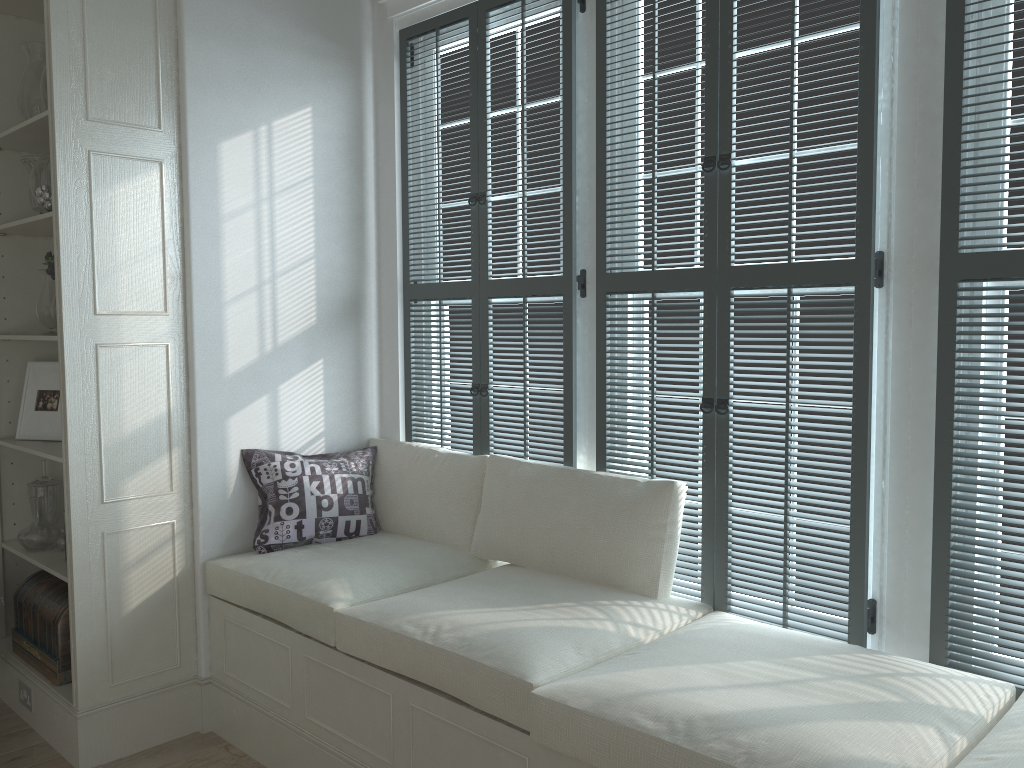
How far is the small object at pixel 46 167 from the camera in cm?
299

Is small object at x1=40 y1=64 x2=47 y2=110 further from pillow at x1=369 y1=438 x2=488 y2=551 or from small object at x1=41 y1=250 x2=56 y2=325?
pillow at x1=369 y1=438 x2=488 y2=551

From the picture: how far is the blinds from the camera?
2.0m

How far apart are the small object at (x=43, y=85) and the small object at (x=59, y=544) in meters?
1.6

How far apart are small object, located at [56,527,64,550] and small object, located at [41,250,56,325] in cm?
100

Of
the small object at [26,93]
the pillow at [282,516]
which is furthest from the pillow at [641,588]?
the small object at [26,93]

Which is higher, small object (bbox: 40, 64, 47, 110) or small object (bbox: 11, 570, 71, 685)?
small object (bbox: 40, 64, 47, 110)

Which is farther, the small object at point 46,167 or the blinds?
the small object at point 46,167

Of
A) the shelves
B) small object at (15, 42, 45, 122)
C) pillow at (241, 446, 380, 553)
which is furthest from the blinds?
small object at (15, 42, 45, 122)

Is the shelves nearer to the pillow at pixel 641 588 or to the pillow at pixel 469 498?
the pillow at pixel 469 498
